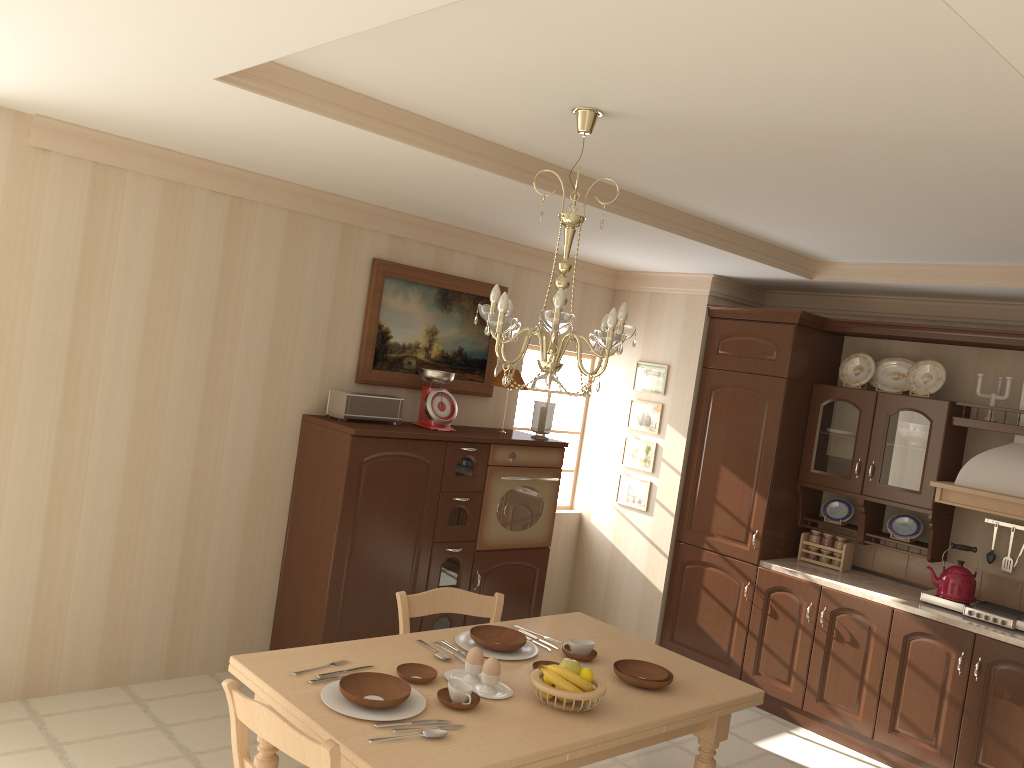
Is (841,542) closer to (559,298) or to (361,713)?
(559,298)

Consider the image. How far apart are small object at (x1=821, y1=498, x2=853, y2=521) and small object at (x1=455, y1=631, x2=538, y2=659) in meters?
2.9 m

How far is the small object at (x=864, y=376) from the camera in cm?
524

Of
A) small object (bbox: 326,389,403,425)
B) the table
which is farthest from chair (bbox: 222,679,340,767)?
small object (bbox: 326,389,403,425)

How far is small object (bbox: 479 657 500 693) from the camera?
2.69m

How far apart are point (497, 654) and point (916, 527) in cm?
306

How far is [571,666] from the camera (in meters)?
2.70

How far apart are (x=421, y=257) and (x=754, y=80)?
3.0m

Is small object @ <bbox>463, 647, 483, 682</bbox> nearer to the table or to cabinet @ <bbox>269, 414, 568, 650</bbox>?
the table

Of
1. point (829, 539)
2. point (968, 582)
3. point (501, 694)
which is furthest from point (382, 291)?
point (968, 582)
